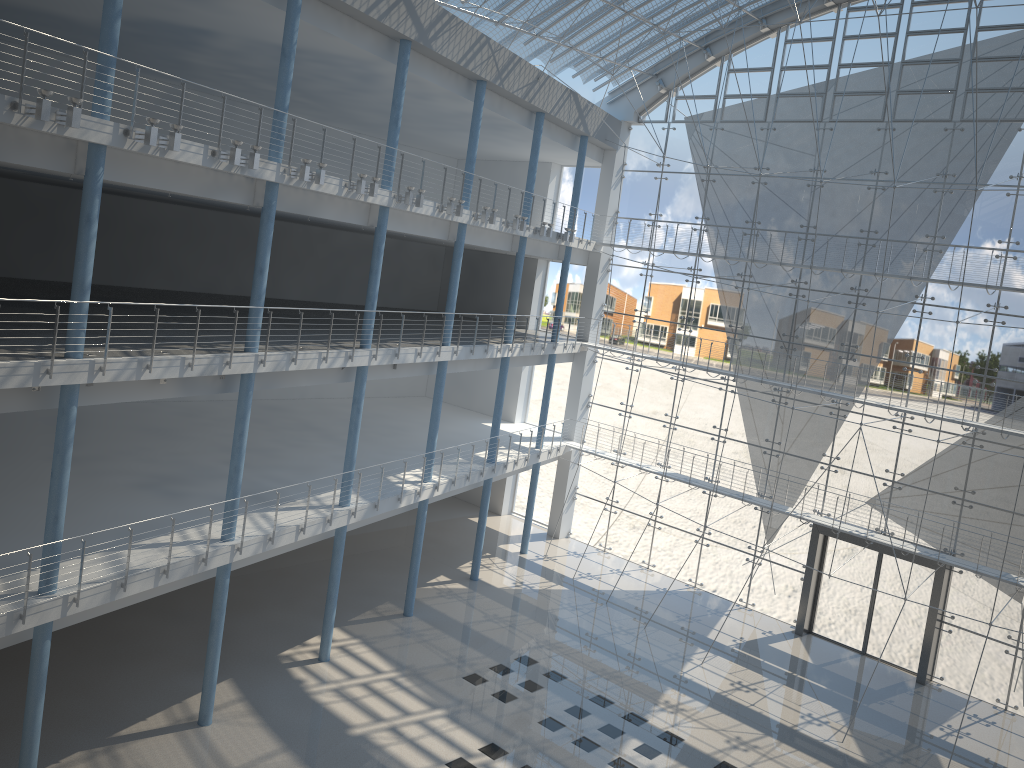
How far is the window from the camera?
3.4m

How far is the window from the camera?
3.4m

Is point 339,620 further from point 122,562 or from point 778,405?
point 778,405

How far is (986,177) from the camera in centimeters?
339cm
